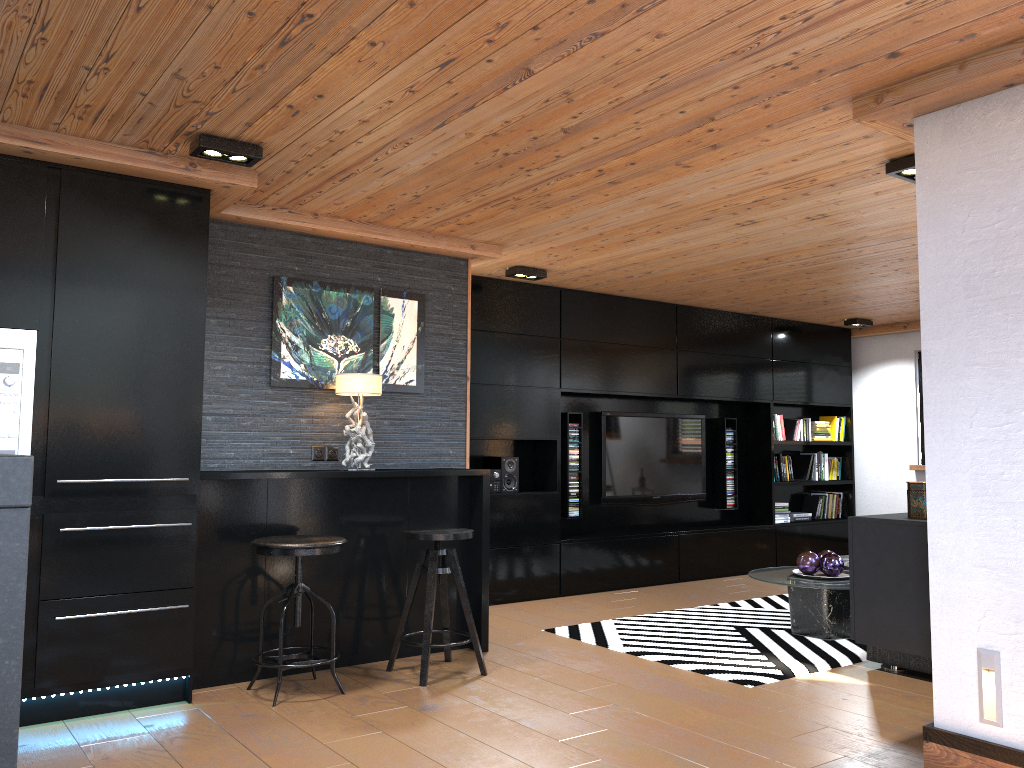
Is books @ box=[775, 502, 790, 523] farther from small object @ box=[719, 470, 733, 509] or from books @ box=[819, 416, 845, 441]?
books @ box=[819, 416, 845, 441]

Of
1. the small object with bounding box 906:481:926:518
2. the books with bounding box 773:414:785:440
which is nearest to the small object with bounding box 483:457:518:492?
the books with bounding box 773:414:785:440

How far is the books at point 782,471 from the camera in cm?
853

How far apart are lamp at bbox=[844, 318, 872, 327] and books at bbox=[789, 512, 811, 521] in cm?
192

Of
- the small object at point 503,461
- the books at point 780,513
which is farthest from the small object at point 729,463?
the small object at point 503,461

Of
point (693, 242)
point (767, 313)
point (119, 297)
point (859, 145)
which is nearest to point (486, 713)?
point (119, 297)

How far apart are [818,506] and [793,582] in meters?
4.0

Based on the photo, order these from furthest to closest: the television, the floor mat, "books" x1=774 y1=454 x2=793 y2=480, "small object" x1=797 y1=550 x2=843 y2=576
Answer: "books" x1=774 y1=454 x2=793 y2=480 → the television → "small object" x1=797 y1=550 x2=843 y2=576 → the floor mat

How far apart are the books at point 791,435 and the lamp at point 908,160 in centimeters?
510cm

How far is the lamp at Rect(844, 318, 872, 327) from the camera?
8.4m
